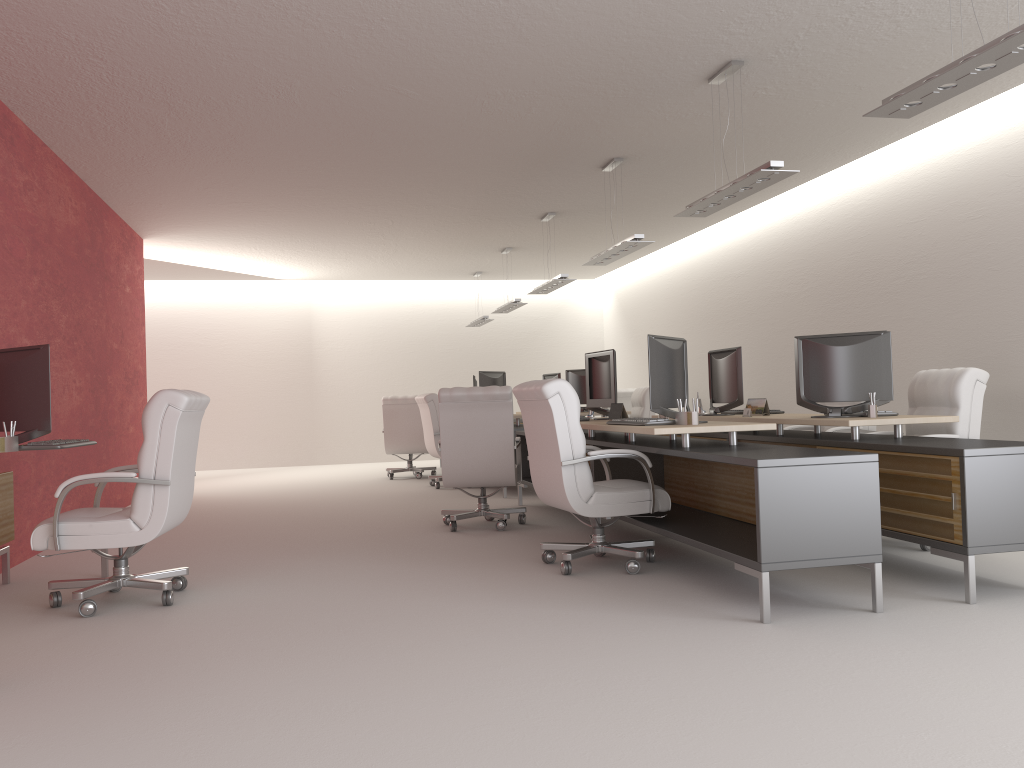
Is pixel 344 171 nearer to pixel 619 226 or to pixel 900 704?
pixel 619 226

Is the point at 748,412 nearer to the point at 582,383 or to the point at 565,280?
the point at 565,280

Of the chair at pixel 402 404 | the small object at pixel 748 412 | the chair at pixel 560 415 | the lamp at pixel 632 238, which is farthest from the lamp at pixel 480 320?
the chair at pixel 560 415

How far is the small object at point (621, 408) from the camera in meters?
9.2

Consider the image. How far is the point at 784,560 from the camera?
5.7m

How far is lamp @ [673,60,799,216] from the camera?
7.6m

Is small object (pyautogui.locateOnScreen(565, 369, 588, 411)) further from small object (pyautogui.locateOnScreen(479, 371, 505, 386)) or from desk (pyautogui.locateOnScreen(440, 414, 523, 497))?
desk (pyautogui.locateOnScreen(440, 414, 523, 497))

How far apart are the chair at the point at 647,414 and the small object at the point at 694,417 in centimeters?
838cm

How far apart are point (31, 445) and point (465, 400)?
4.5 meters

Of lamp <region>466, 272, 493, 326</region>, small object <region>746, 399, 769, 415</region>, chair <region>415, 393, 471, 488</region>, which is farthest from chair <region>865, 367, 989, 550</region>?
lamp <region>466, 272, 493, 326</region>
